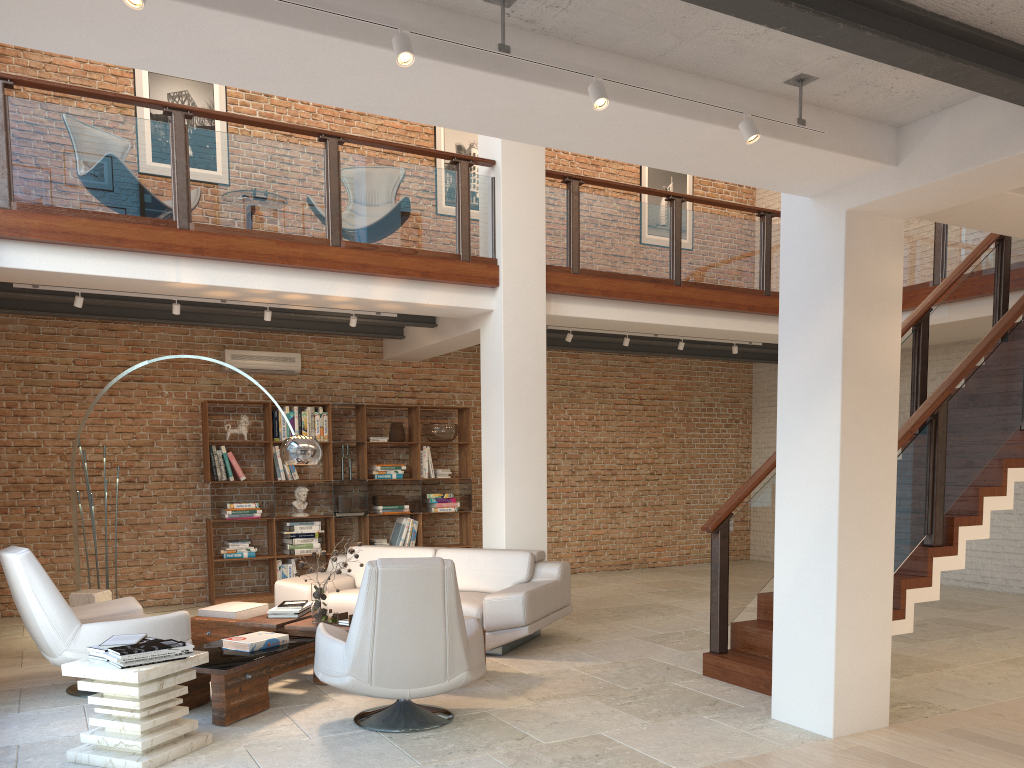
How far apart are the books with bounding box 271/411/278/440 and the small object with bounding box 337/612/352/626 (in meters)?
4.07

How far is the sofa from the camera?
6.40m

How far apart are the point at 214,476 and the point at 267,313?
2.4m

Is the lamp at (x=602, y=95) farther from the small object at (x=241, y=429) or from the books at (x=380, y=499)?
the books at (x=380, y=499)

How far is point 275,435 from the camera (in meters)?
9.54

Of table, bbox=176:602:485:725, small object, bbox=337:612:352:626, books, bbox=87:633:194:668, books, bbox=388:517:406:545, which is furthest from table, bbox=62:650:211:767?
books, bbox=388:517:406:545

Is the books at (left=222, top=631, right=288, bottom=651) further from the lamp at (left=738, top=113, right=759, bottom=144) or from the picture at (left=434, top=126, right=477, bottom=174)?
the picture at (left=434, top=126, right=477, bottom=174)

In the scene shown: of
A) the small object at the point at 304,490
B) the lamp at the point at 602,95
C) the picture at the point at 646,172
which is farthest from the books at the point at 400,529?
the lamp at the point at 602,95

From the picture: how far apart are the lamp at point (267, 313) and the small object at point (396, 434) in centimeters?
280cm

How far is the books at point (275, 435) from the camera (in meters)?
9.54
